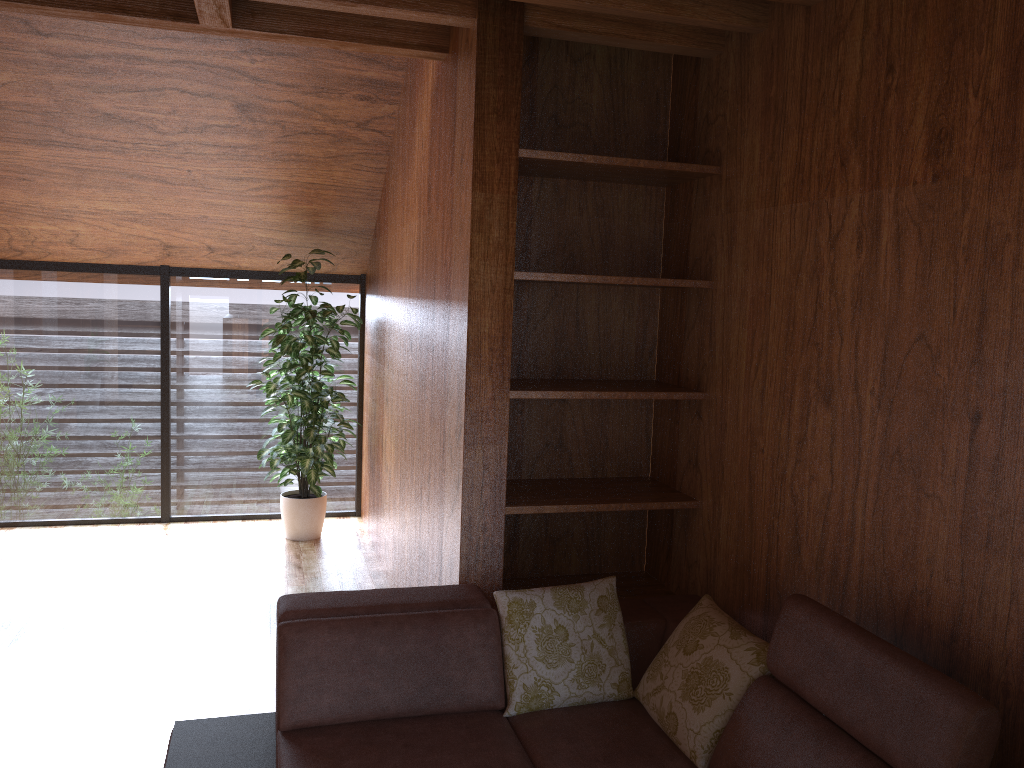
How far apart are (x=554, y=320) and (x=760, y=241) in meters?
0.9 m

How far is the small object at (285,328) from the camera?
4.93m

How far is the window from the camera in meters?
5.2 m

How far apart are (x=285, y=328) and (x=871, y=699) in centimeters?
382cm

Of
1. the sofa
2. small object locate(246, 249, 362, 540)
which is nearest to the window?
small object locate(246, 249, 362, 540)

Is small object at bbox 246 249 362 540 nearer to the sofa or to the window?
the window

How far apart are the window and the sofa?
3.1 meters

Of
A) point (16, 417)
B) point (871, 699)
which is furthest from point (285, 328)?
point (871, 699)

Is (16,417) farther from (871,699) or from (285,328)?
(871,699)

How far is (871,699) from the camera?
1.8 meters
